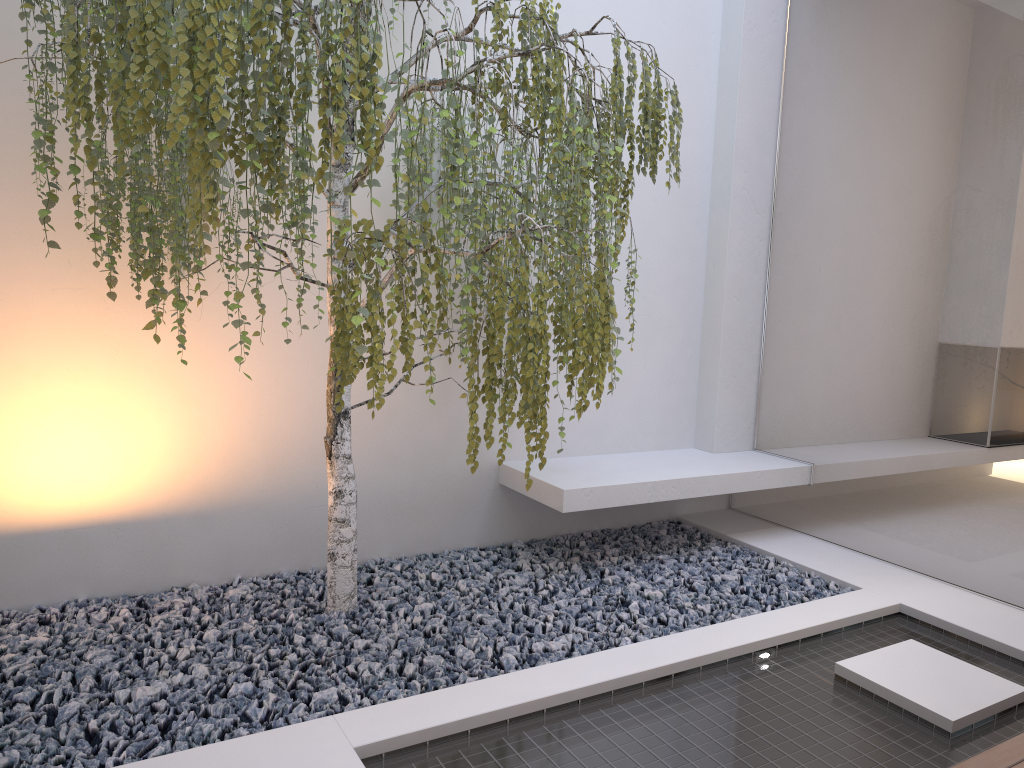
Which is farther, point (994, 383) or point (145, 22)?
point (994, 383)

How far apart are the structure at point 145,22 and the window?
1.2 meters

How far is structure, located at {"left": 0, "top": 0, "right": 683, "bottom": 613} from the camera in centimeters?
214cm

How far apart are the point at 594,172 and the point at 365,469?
1.75m

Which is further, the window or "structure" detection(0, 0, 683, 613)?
the window

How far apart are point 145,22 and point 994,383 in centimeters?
307cm

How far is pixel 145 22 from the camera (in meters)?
2.14

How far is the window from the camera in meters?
3.3 m

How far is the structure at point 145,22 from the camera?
2.14m

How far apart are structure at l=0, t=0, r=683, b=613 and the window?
1.2m
